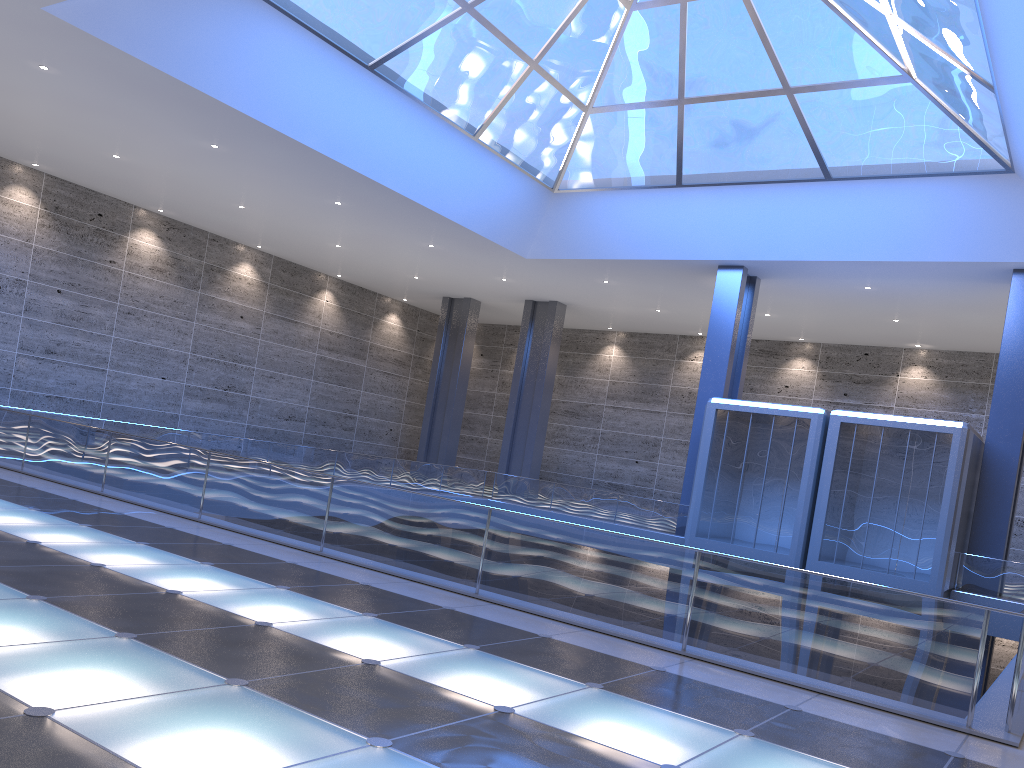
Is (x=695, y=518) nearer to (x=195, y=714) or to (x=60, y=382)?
(x=195, y=714)
